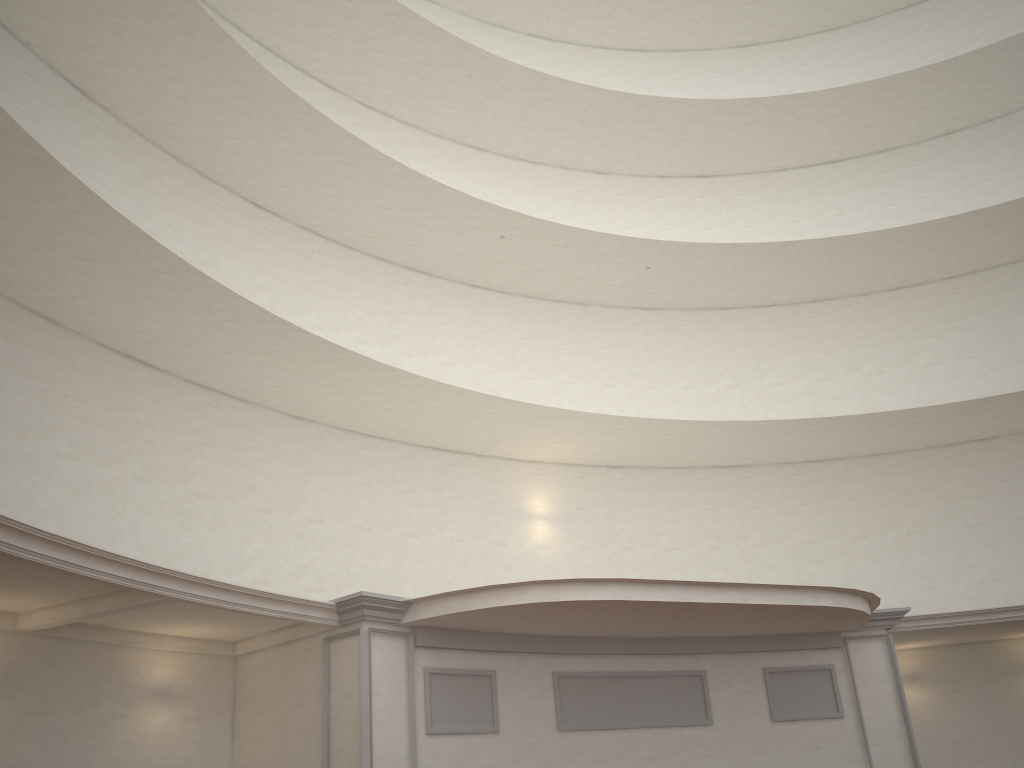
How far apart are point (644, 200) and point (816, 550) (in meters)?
9.95
